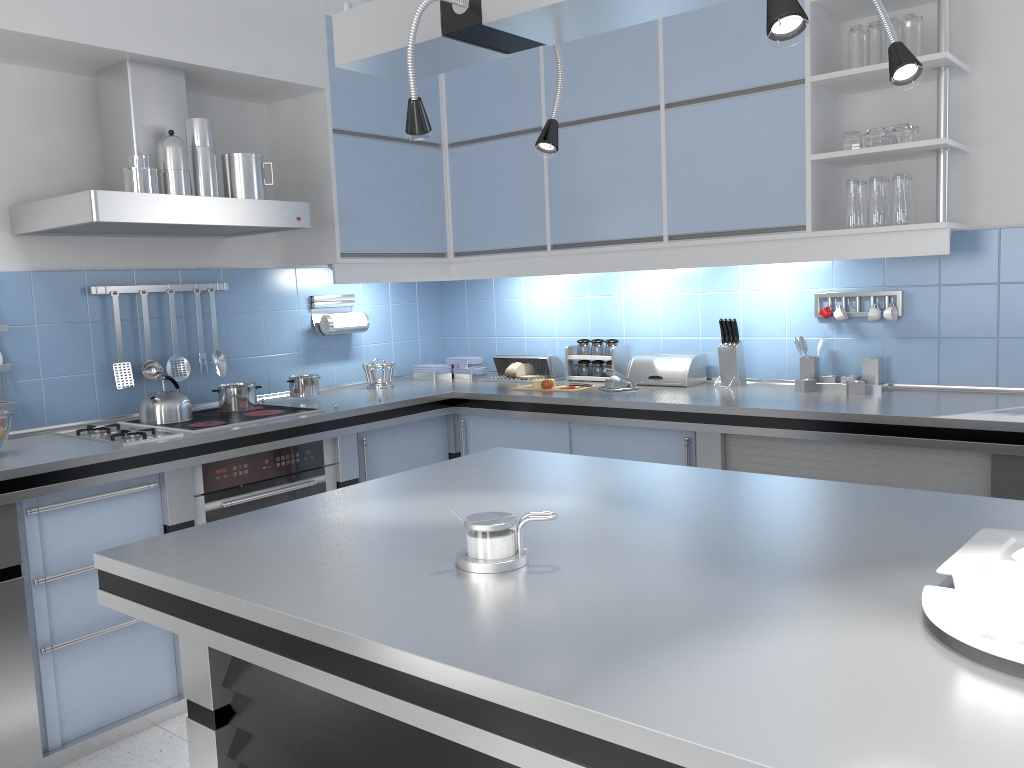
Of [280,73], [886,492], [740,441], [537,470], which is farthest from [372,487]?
[280,73]

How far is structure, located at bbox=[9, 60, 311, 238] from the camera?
2.92m

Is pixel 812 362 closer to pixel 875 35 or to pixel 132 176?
pixel 875 35

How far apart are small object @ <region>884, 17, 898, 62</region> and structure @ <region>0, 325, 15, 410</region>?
3.33m

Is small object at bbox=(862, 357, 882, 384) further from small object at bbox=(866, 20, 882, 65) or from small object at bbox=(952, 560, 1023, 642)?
small object at bbox=(952, 560, 1023, 642)

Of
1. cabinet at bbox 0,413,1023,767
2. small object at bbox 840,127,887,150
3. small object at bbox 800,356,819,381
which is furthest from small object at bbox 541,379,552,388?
small object at bbox 840,127,887,150

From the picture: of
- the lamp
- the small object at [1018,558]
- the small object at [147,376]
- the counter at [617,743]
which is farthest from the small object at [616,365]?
the small object at [1018,558]

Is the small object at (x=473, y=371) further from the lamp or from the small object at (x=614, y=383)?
the lamp

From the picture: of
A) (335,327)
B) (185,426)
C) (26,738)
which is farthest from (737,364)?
A: (26,738)

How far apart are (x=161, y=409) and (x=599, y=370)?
1.95m
